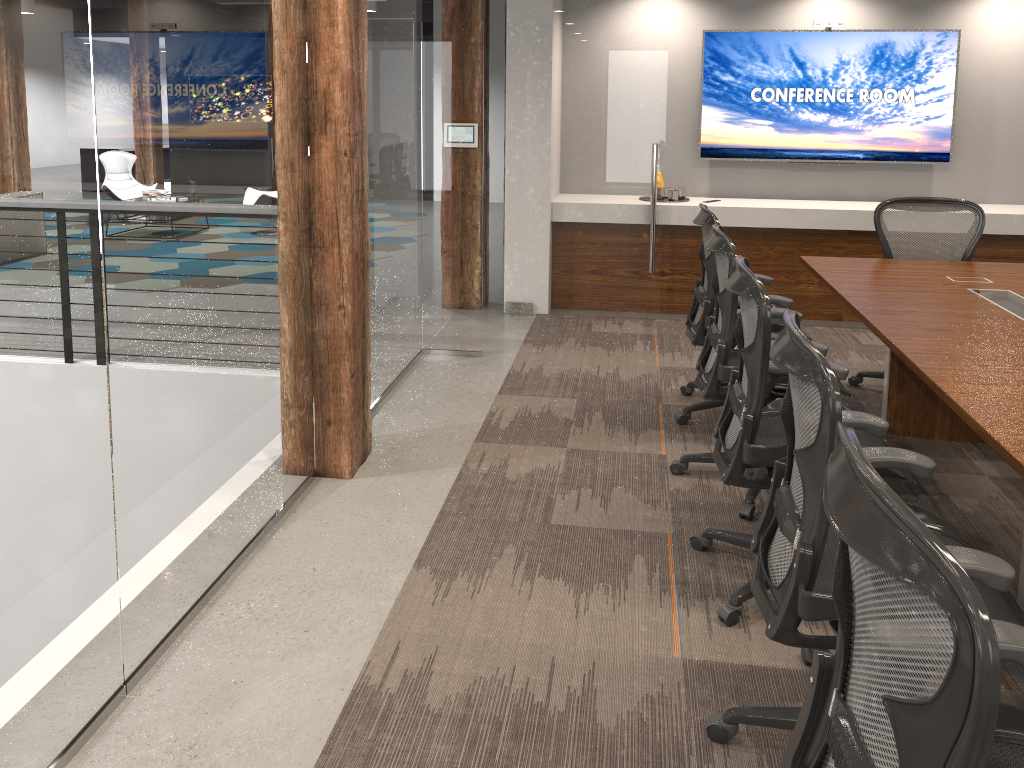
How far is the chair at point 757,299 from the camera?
2.6 meters

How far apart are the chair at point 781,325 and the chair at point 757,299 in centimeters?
105cm

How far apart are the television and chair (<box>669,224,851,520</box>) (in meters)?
3.19

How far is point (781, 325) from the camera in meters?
4.2 m

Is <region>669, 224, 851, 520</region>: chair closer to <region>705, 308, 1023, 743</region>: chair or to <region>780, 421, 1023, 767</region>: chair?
<region>705, 308, 1023, 743</region>: chair

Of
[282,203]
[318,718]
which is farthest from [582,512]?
[282,203]

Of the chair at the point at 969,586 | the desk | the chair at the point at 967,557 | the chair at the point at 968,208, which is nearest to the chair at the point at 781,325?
the desk

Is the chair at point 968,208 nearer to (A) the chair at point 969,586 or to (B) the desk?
(B) the desk

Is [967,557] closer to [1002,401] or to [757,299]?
[1002,401]

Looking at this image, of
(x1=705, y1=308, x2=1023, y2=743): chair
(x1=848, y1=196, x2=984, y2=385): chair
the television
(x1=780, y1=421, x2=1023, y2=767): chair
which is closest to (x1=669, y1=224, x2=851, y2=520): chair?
(x1=705, y1=308, x2=1023, y2=743): chair
